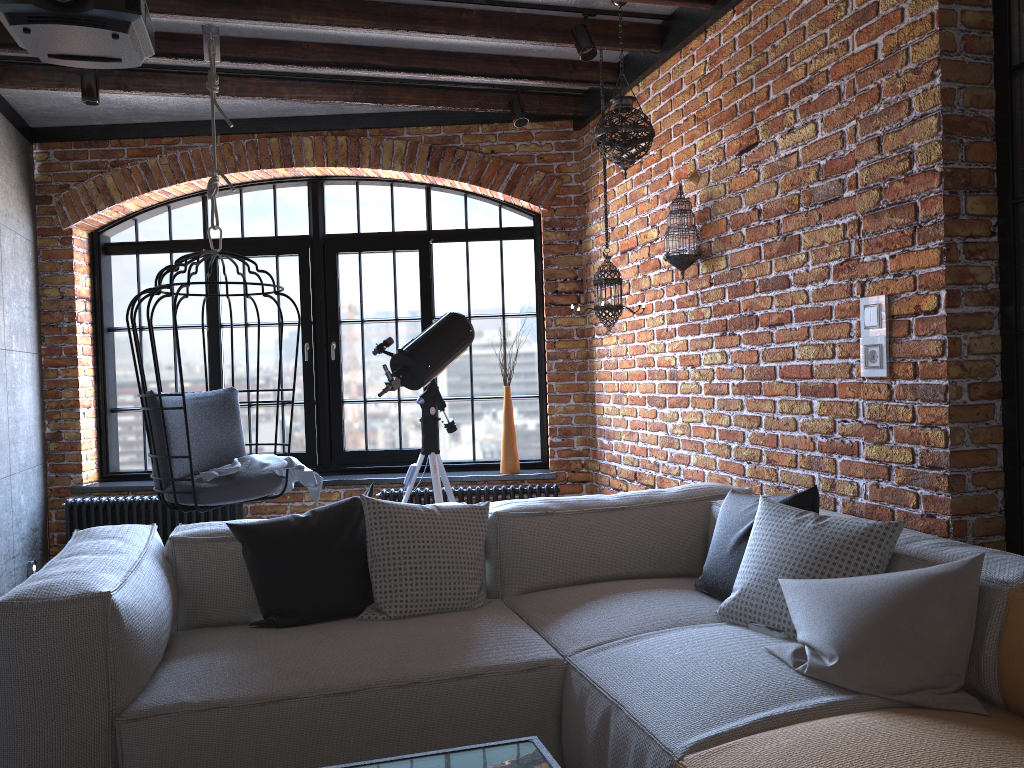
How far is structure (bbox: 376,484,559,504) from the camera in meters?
5.1

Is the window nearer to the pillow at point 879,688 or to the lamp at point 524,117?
the lamp at point 524,117

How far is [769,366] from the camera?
3.4m

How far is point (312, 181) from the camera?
5.65m

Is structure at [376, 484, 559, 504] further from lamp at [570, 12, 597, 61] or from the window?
lamp at [570, 12, 597, 61]

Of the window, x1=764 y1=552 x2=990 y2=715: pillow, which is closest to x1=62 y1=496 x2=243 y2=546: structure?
the window

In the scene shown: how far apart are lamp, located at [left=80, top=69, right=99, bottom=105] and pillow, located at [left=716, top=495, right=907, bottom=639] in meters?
3.7 m

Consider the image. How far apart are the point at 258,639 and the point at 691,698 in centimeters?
124cm

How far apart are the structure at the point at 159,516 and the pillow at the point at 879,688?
3.7m

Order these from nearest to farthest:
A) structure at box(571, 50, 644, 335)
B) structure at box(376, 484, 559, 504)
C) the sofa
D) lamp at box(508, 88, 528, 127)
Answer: the sofa, structure at box(571, 50, 644, 335), lamp at box(508, 88, 528, 127), structure at box(376, 484, 559, 504)
